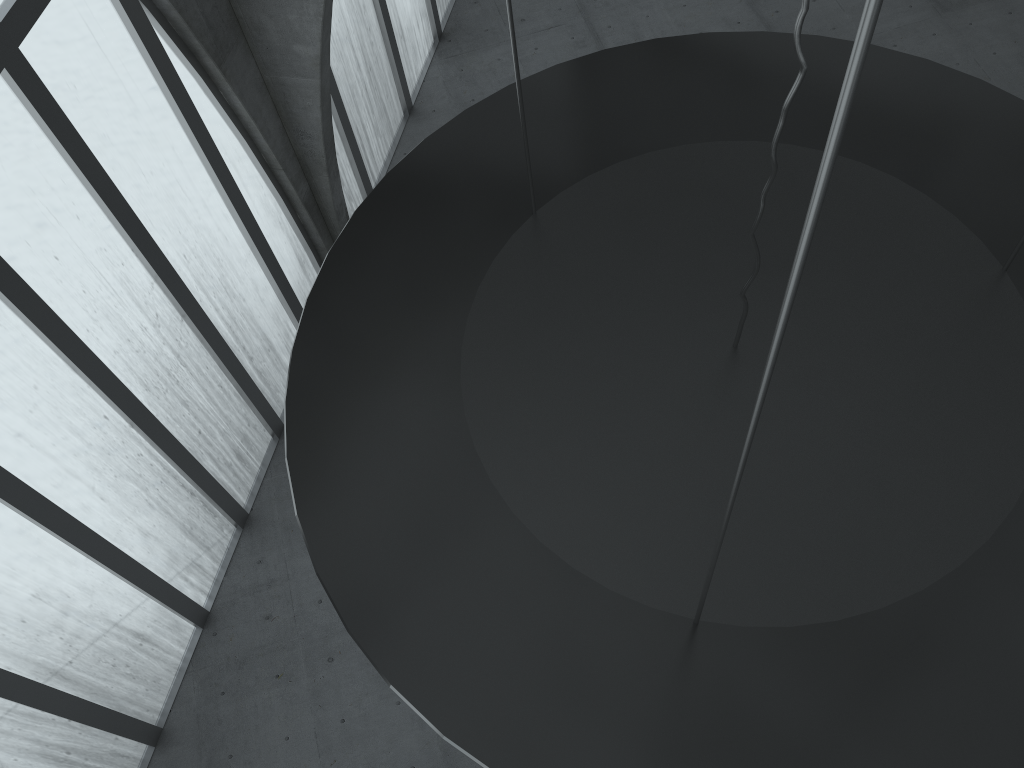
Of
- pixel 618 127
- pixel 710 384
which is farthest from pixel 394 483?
pixel 618 127
